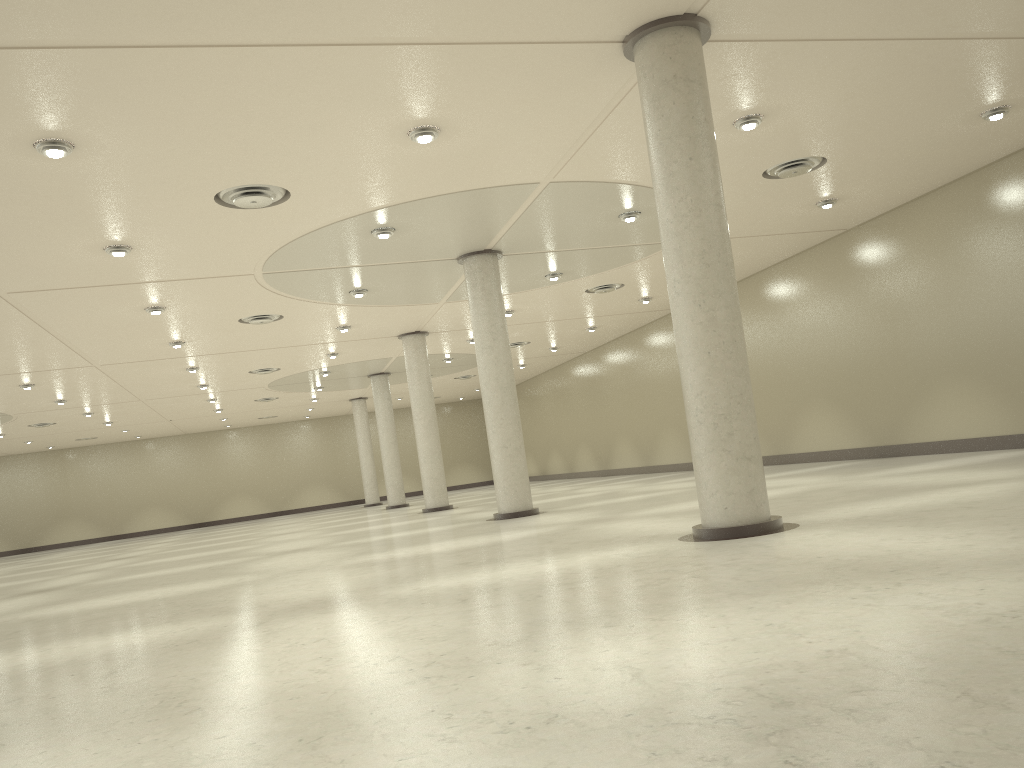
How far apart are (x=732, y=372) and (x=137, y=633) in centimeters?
1487cm
